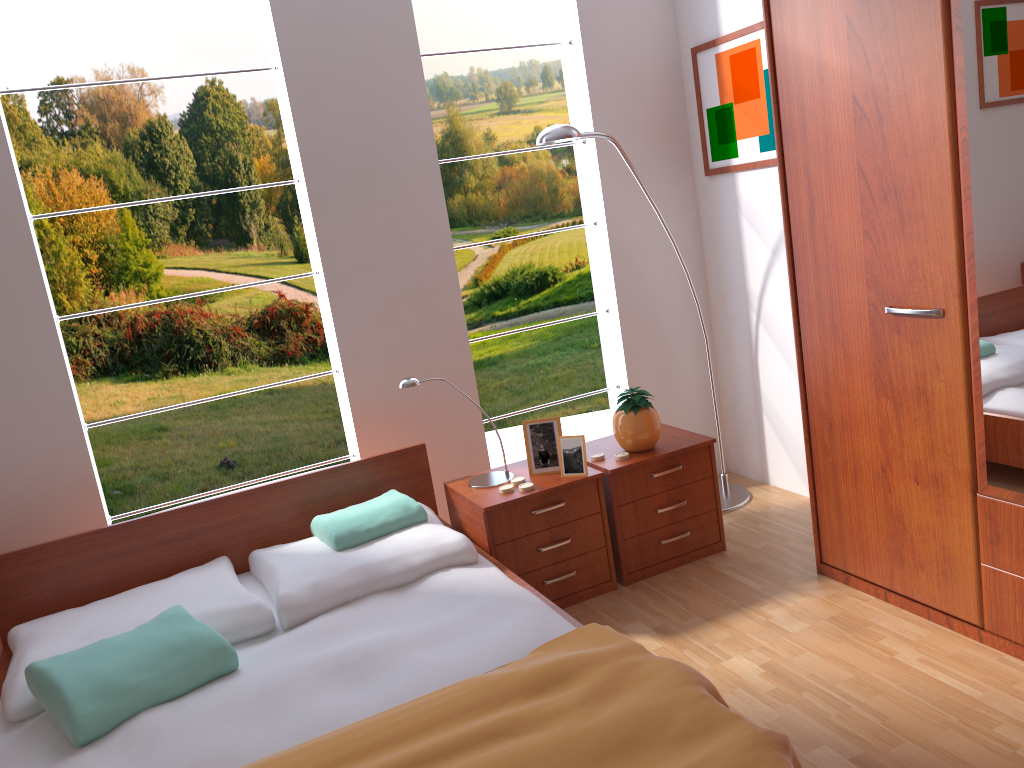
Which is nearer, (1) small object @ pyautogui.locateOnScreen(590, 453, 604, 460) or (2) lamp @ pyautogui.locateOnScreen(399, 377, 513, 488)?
(2) lamp @ pyautogui.locateOnScreen(399, 377, 513, 488)

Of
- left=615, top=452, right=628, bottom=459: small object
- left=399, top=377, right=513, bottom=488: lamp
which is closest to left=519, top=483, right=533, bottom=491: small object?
left=399, top=377, right=513, bottom=488: lamp

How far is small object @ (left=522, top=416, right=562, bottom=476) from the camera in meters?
3.0

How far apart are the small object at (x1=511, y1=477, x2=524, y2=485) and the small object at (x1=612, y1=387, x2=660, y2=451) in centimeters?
40cm

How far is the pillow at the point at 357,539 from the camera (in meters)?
2.73

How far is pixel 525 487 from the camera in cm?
289

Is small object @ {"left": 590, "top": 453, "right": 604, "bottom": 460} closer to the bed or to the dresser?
the bed

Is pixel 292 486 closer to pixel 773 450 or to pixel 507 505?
pixel 507 505

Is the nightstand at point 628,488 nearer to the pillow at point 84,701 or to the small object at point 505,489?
the small object at point 505,489

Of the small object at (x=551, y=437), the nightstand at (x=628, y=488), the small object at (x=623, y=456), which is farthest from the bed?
the small object at (x=623, y=456)
